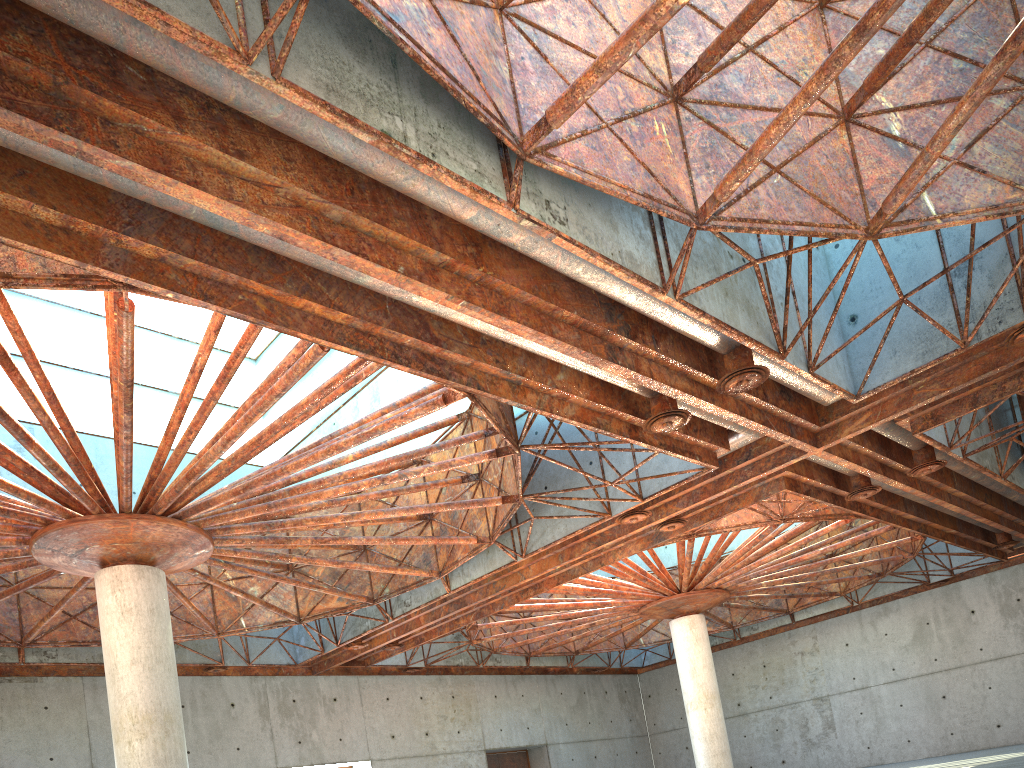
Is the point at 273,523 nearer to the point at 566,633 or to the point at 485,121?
the point at 485,121
